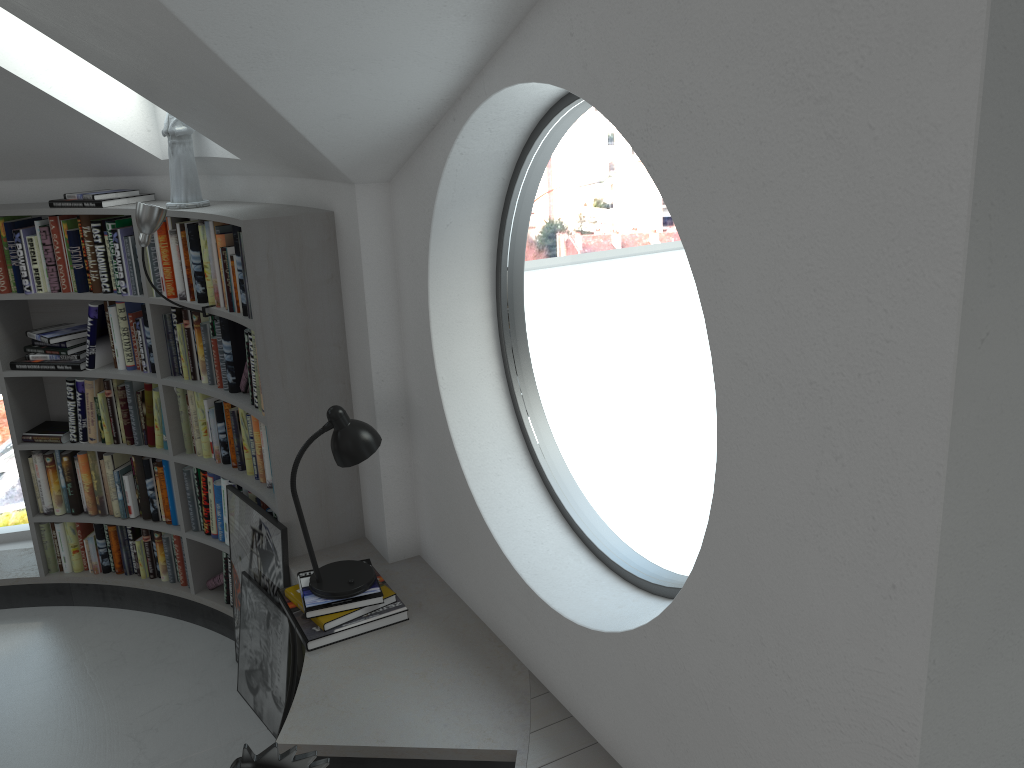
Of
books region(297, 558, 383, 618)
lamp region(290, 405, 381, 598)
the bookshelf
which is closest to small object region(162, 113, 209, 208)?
the bookshelf

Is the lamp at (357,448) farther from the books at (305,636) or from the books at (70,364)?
the books at (70,364)

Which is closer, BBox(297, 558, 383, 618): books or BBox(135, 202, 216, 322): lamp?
BBox(297, 558, 383, 618): books

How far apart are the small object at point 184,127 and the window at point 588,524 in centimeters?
148cm

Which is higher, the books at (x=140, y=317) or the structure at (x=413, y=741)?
the books at (x=140, y=317)

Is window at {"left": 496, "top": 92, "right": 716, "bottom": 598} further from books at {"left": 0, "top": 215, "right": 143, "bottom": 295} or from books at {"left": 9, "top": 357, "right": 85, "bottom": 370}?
books at {"left": 9, "top": 357, "right": 85, "bottom": 370}

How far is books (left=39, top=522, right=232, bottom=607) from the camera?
4.45m

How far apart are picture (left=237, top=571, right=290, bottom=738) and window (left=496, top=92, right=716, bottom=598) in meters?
1.2 m

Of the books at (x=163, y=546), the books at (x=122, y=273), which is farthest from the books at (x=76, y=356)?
the books at (x=163, y=546)

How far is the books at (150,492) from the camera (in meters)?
4.35
